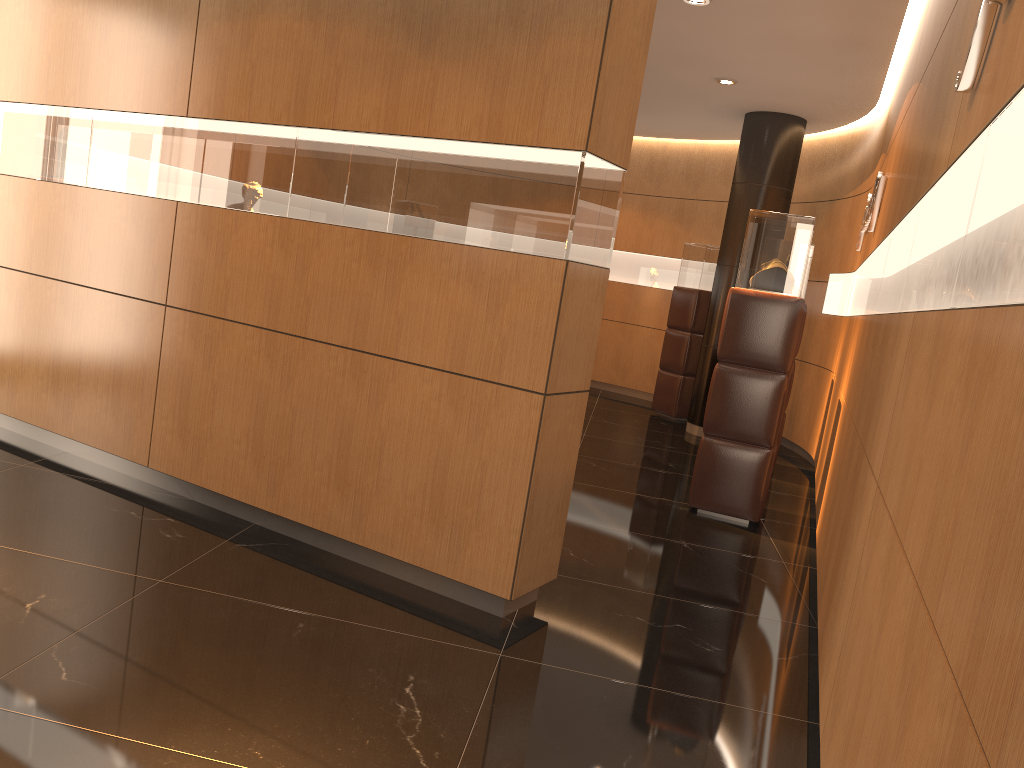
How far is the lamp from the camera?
7.83m

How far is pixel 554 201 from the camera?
3.3m

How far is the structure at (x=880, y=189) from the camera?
5.6 meters

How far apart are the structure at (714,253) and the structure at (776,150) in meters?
0.7

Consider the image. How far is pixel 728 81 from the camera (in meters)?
7.83

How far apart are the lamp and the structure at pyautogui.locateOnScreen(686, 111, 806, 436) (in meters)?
1.08

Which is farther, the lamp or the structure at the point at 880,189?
the lamp

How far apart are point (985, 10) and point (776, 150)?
7.0 meters

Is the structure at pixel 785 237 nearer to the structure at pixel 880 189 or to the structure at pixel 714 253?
the structure at pixel 880 189

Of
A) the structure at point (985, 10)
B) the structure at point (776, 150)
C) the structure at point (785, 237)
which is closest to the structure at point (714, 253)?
the structure at point (776, 150)
